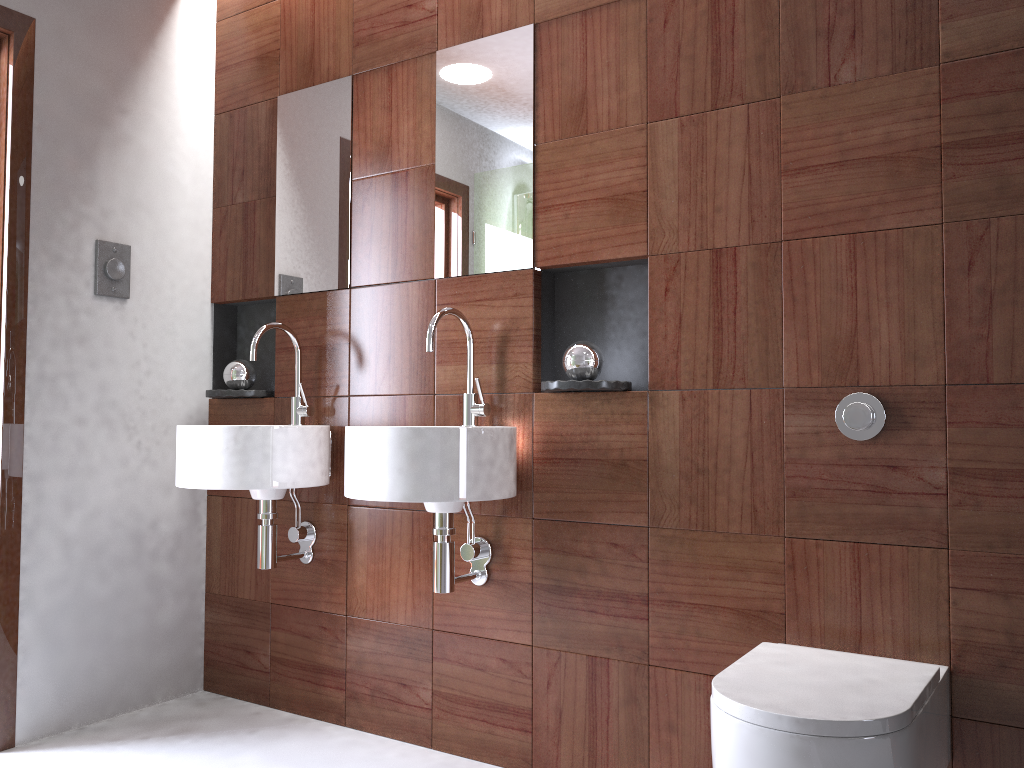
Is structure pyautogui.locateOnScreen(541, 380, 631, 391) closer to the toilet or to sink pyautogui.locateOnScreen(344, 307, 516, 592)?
sink pyautogui.locateOnScreen(344, 307, 516, 592)

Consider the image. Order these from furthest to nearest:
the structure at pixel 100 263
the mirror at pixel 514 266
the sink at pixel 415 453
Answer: the structure at pixel 100 263
the mirror at pixel 514 266
the sink at pixel 415 453

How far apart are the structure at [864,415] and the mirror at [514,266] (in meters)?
0.84

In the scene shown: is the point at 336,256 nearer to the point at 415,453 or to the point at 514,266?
the point at 514,266

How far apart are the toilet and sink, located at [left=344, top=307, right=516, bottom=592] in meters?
0.6 m

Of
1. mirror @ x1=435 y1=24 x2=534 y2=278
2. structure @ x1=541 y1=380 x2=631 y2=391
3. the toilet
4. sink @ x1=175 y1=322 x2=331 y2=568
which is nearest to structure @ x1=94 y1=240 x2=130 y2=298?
sink @ x1=175 y1=322 x2=331 y2=568

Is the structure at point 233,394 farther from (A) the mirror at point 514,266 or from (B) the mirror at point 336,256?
(A) the mirror at point 514,266

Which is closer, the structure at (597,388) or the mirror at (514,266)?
the structure at (597,388)

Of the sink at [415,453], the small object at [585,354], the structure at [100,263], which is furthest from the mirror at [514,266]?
the structure at [100,263]

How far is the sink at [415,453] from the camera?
1.95m
